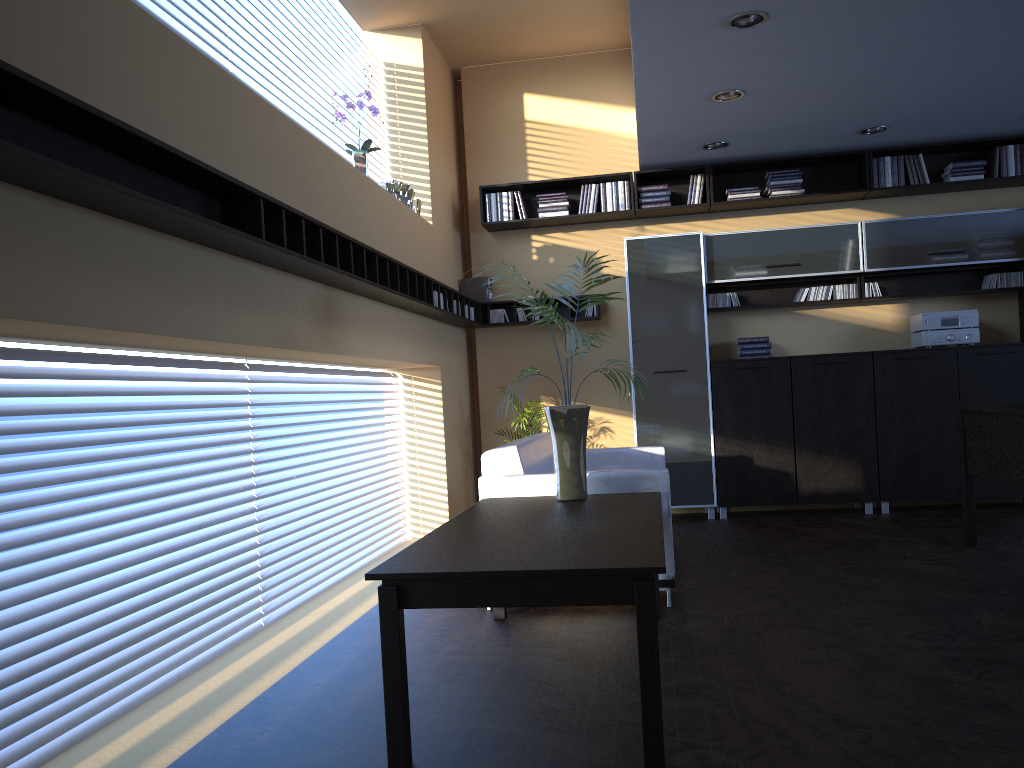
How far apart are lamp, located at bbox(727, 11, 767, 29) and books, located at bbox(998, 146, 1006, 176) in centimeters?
360cm

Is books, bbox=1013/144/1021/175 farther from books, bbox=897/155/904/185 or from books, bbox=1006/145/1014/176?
books, bbox=897/155/904/185

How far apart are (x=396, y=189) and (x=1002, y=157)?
4.9 meters

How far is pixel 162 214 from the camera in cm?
287

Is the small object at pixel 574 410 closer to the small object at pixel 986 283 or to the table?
the table

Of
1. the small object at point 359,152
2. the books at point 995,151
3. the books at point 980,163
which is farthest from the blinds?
the books at point 995,151

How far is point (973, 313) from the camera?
7.1m

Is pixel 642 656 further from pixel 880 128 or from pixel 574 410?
pixel 880 128

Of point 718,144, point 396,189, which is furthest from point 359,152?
point 718,144

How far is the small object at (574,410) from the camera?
4.2m
